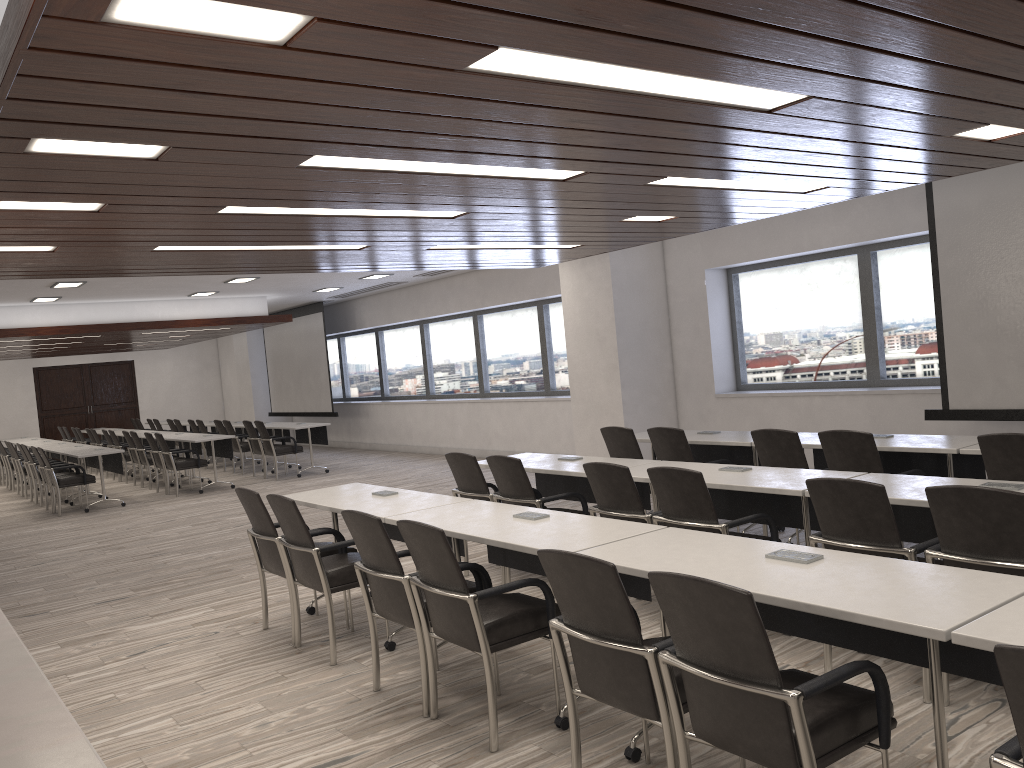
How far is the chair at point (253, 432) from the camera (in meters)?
13.96

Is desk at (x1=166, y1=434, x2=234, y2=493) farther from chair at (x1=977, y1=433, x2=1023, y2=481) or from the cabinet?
chair at (x1=977, y1=433, x2=1023, y2=481)

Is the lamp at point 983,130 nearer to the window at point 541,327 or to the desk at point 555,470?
the desk at point 555,470

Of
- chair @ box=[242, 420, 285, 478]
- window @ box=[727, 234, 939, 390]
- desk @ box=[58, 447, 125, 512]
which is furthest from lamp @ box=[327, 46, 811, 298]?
chair @ box=[242, 420, 285, 478]

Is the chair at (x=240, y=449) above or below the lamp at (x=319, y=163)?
below

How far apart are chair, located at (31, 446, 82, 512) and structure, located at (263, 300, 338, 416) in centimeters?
559cm

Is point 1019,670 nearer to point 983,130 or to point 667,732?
point 667,732

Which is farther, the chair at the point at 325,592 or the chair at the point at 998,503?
the chair at the point at 325,592

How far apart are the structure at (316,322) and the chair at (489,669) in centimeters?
1324cm

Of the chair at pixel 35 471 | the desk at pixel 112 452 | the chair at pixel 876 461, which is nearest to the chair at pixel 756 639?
the chair at pixel 876 461
